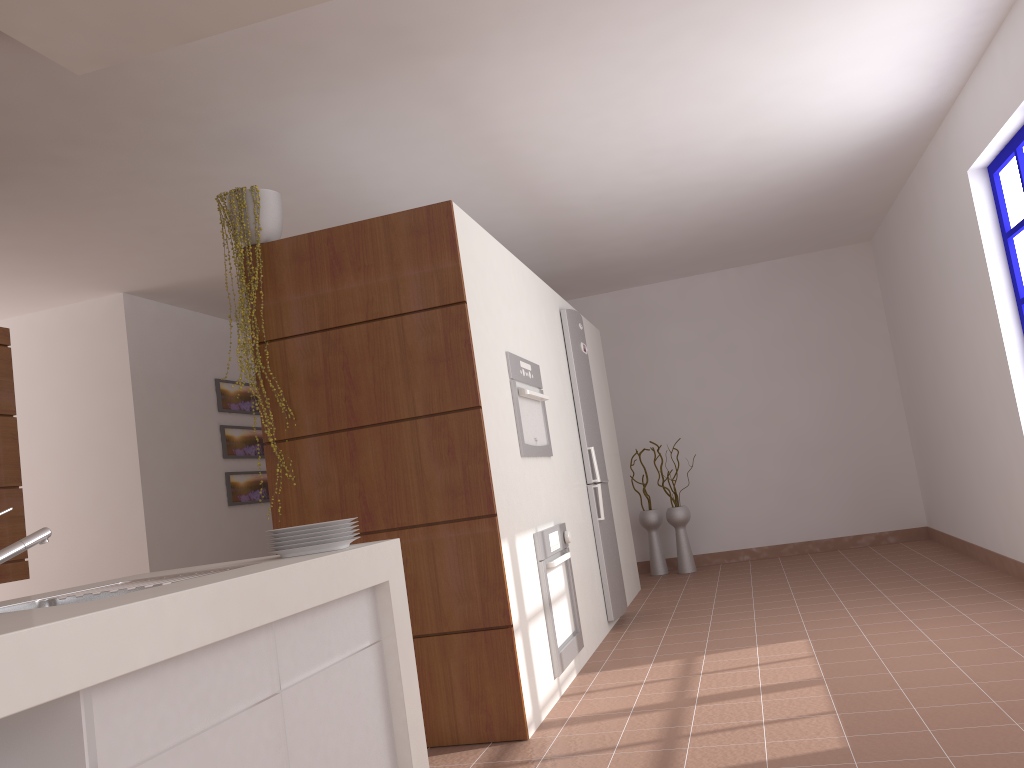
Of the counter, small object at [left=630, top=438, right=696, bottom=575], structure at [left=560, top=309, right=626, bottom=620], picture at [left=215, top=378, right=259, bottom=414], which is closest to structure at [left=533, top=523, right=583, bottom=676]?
structure at [left=560, top=309, right=626, bottom=620]

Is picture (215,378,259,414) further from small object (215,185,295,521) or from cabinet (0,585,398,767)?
cabinet (0,585,398,767)

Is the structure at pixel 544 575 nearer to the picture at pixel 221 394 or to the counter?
the counter

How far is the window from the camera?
4.1m

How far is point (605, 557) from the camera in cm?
514

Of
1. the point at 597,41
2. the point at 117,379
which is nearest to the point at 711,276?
the point at 597,41

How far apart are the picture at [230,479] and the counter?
4.5m

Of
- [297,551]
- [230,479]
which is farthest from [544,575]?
[230,479]

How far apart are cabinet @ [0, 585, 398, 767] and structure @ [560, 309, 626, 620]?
3.0m

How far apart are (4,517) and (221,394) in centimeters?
263cm
